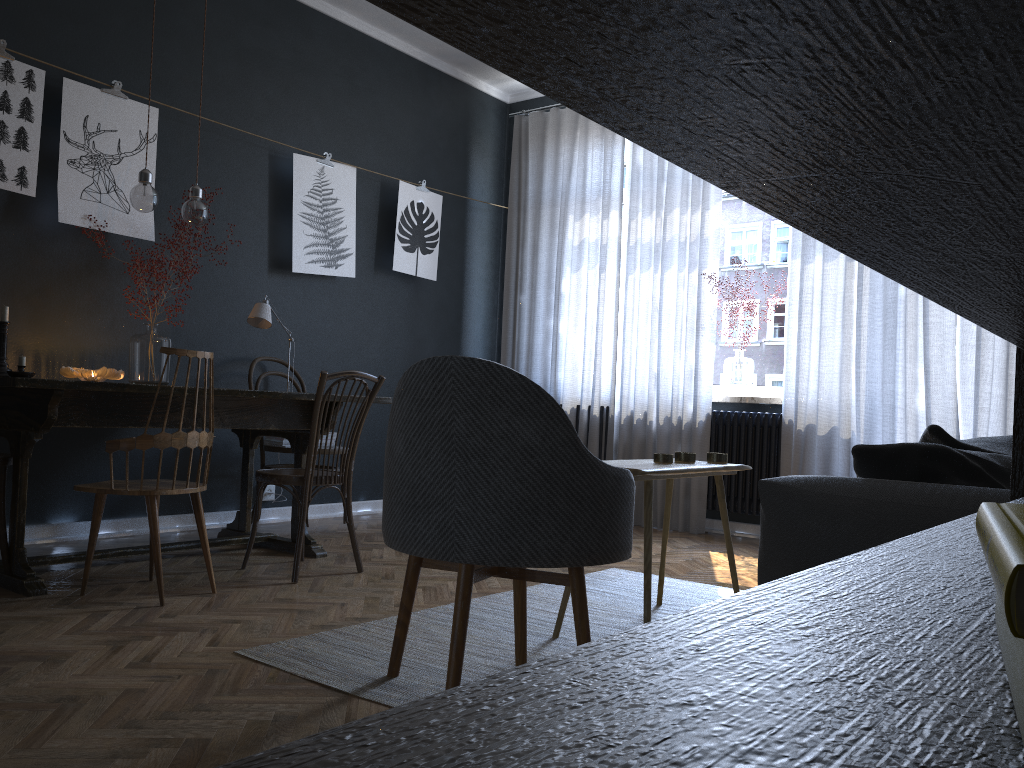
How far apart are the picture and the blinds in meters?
0.6

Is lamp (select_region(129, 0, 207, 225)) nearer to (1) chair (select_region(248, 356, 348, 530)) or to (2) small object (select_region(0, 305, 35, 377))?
(2) small object (select_region(0, 305, 35, 377))

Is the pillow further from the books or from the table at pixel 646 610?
the books

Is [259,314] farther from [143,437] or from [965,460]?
[965,460]

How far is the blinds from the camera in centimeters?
453cm

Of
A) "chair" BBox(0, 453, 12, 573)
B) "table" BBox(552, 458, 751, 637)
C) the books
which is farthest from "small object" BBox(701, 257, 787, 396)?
the books

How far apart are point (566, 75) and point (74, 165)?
4.27m

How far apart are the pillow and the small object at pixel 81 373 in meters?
3.1

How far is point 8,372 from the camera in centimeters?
348cm

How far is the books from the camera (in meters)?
0.20
